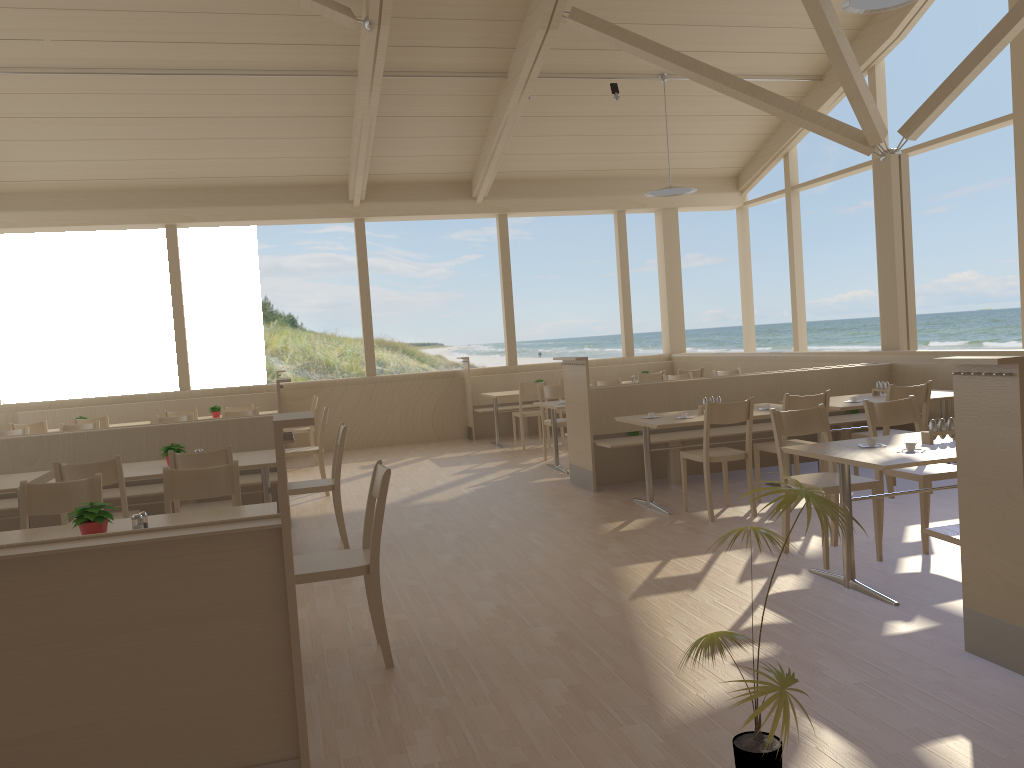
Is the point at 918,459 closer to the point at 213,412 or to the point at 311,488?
the point at 311,488

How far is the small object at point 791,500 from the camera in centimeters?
211cm

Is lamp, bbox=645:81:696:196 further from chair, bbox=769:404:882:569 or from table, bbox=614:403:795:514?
chair, bbox=769:404:882:569

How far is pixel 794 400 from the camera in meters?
5.8

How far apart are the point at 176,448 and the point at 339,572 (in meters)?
2.48

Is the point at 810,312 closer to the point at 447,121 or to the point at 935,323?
the point at 935,323

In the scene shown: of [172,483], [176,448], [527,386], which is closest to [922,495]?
[172,483]

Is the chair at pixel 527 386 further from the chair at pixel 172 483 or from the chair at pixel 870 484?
the chair at pixel 172 483

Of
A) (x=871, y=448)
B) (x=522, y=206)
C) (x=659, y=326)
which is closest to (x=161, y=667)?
(x=871, y=448)

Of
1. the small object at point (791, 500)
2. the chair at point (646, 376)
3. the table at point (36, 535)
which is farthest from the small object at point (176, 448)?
the chair at point (646, 376)
